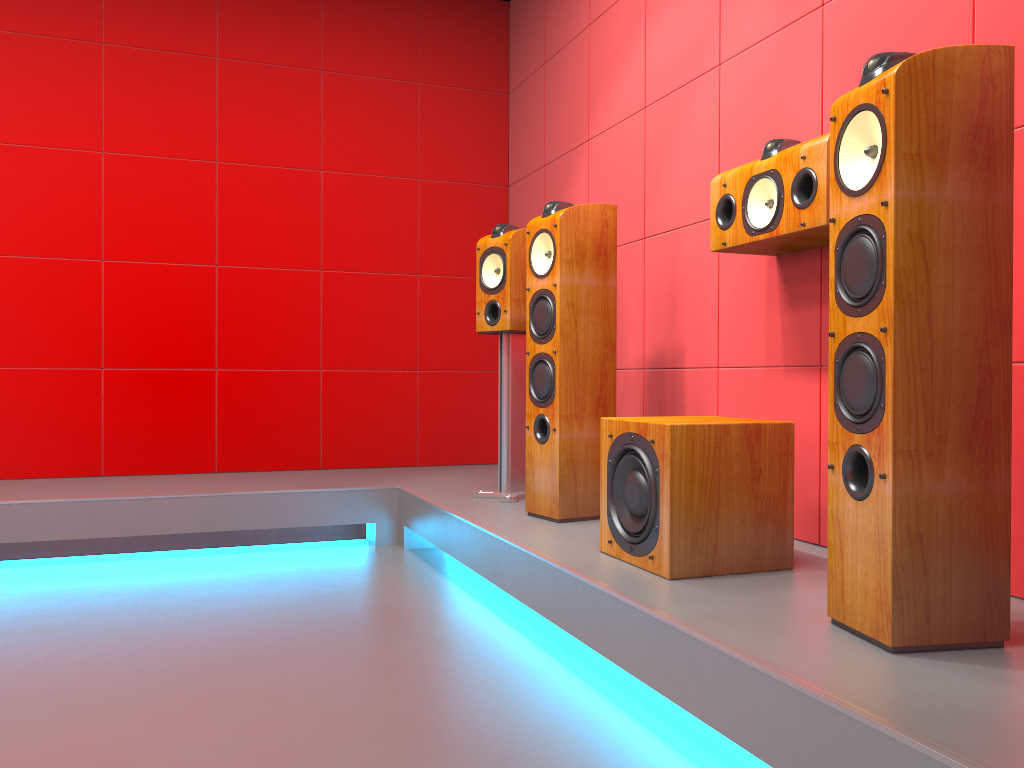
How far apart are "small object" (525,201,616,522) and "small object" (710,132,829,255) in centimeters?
46cm

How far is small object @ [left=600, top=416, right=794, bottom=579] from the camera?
2.1 meters

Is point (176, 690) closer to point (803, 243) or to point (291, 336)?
point (803, 243)

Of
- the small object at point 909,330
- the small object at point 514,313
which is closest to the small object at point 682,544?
the small object at point 909,330

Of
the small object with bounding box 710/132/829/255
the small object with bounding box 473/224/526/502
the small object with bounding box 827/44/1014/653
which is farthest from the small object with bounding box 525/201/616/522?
the small object with bounding box 827/44/1014/653

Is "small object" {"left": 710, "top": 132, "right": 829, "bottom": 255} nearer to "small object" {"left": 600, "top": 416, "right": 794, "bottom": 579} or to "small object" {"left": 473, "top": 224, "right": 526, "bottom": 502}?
"small object" {"left": 600, "top": 416, "right": 794, "bottom": 579}

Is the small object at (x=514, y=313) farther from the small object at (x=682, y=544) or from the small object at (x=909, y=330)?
the small object at (x=909, y=330)

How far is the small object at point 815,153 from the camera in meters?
2.1 m

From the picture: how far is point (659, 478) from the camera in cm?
208

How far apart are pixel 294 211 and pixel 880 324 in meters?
3.4
